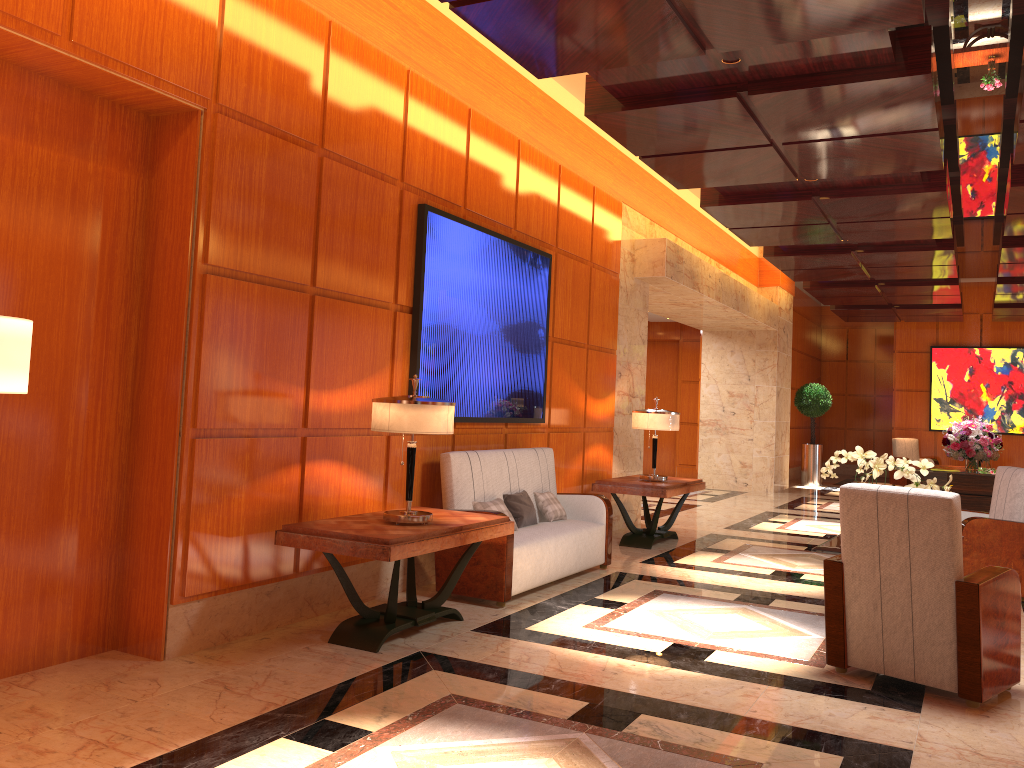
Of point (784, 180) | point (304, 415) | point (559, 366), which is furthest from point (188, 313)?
point (784, 180)

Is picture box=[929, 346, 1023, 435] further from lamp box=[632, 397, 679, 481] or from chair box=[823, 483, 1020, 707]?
chair box=[823, 483, 1020, 707]

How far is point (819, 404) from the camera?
16.7m

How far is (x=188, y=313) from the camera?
4.3m

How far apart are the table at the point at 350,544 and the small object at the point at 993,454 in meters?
7.4

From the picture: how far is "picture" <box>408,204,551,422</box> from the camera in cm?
595

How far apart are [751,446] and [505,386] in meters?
9.2 m

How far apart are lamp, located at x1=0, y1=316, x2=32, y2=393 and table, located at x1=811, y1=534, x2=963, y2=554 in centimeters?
447cm

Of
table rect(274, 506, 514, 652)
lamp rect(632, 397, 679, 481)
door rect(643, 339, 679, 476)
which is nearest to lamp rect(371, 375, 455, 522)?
table rect(274, 506, 514, 652)

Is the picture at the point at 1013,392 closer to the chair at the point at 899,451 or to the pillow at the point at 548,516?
the chair at the point at 899,451
